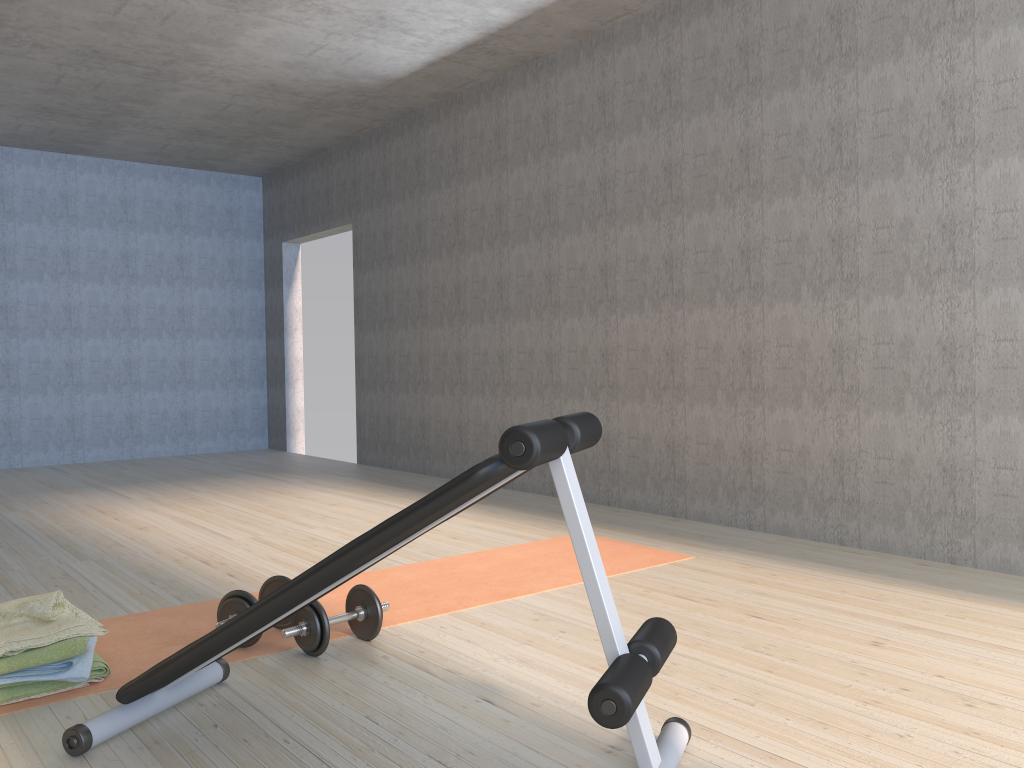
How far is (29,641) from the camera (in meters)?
2.29

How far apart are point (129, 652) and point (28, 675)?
0.42m

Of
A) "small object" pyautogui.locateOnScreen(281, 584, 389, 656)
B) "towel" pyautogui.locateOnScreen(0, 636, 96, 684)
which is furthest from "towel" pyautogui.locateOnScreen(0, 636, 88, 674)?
"small object" pyautogui.locateOnScreen(281, 584, 389, 656)

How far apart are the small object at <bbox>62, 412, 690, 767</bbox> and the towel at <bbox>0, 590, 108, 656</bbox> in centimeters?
34cm

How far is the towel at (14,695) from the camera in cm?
227

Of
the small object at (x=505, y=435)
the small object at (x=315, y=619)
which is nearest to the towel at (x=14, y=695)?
the small object at (x=505, y=435)

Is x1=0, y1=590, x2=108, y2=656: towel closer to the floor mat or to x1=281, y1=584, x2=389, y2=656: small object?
the floor mat

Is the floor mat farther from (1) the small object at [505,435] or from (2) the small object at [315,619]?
(1) the small object at [505,435]

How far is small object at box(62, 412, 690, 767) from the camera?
1.6 meters

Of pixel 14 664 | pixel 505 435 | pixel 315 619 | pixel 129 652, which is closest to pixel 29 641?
pixel 14 664
